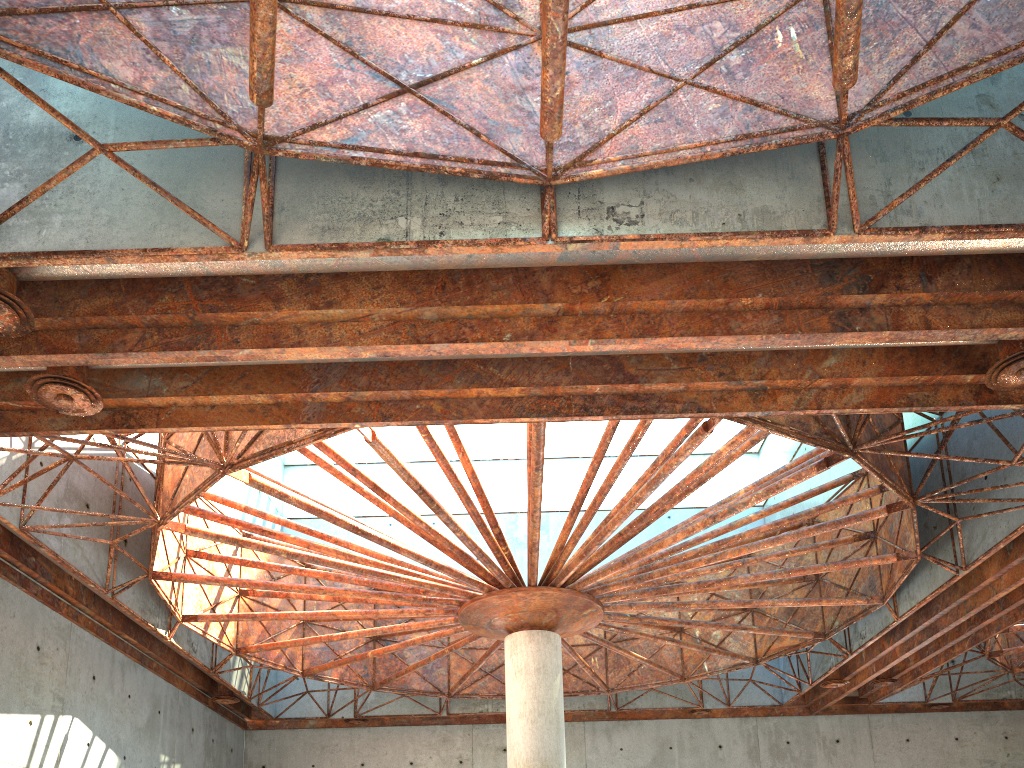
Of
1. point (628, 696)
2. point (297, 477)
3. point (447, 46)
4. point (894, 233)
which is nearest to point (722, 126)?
point (894, 233)
